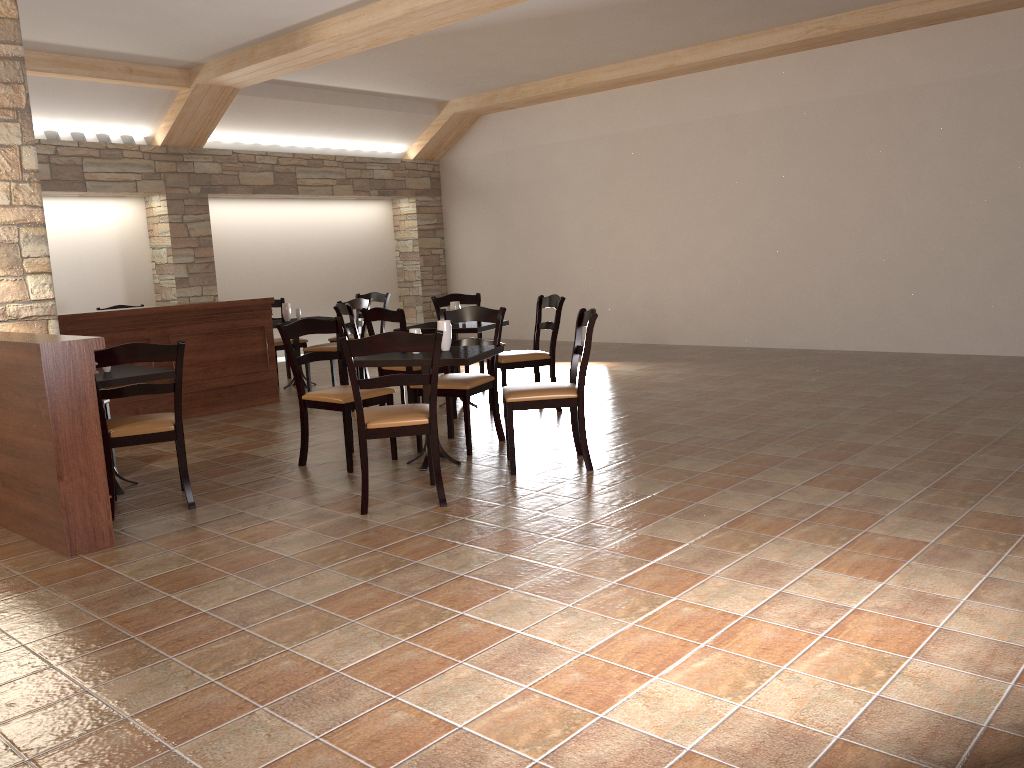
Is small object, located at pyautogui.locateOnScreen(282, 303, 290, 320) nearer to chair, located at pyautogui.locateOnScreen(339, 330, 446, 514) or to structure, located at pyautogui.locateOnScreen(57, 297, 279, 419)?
structure, located at pyautogui.locateOnScreen(57, 297, 279, 419)

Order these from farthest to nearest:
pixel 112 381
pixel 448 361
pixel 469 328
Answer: pixel 469 328
pixel 448 361
pixel 112 381

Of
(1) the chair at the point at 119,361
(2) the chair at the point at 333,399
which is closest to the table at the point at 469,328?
(2) the chair at the point at 333,399

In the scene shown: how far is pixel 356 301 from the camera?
7.84m

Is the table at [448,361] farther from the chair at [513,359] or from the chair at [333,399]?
the chair at [513,359]

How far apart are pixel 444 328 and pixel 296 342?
4.0m

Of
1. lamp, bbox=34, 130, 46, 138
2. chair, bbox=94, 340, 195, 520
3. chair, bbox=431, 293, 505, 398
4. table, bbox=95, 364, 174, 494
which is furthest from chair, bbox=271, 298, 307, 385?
chair, bbox=94, 340, 195, 520

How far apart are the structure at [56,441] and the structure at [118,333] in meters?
2.2 m

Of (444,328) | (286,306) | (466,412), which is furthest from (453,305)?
(286,306)

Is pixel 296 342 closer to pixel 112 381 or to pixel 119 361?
pixel 112 381
